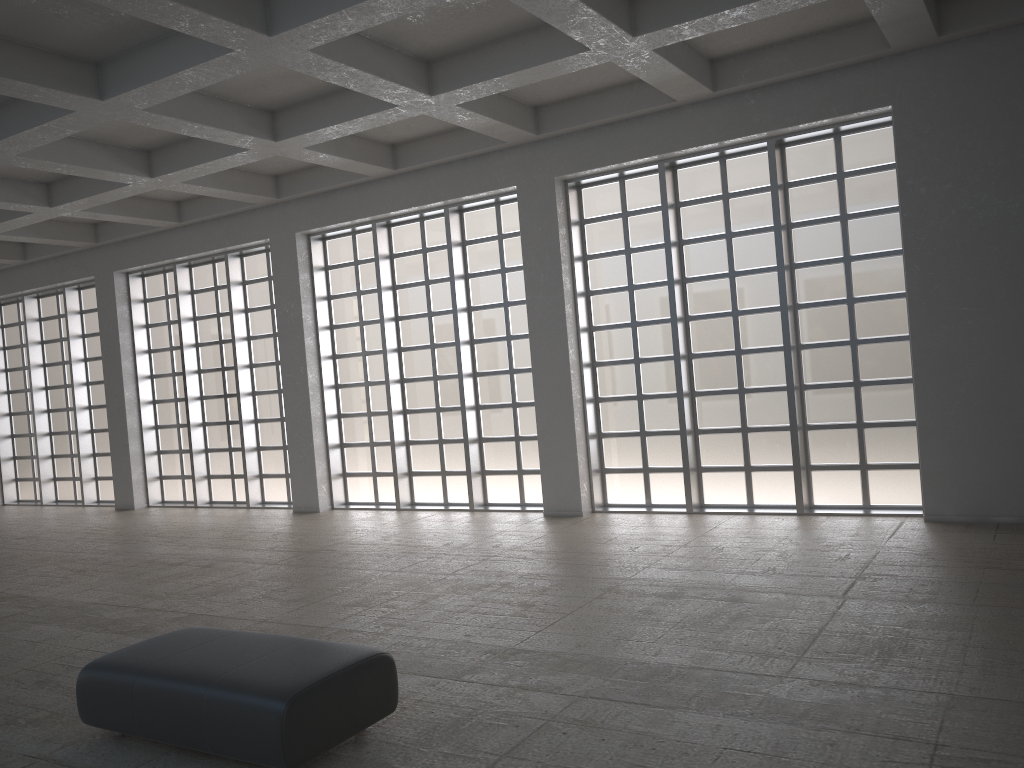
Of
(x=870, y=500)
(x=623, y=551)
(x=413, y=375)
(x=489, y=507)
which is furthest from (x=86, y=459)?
(x=870, y=500)

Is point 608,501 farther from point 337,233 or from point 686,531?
point 337,233

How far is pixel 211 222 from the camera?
26.0m

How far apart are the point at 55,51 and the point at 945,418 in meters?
16.6
